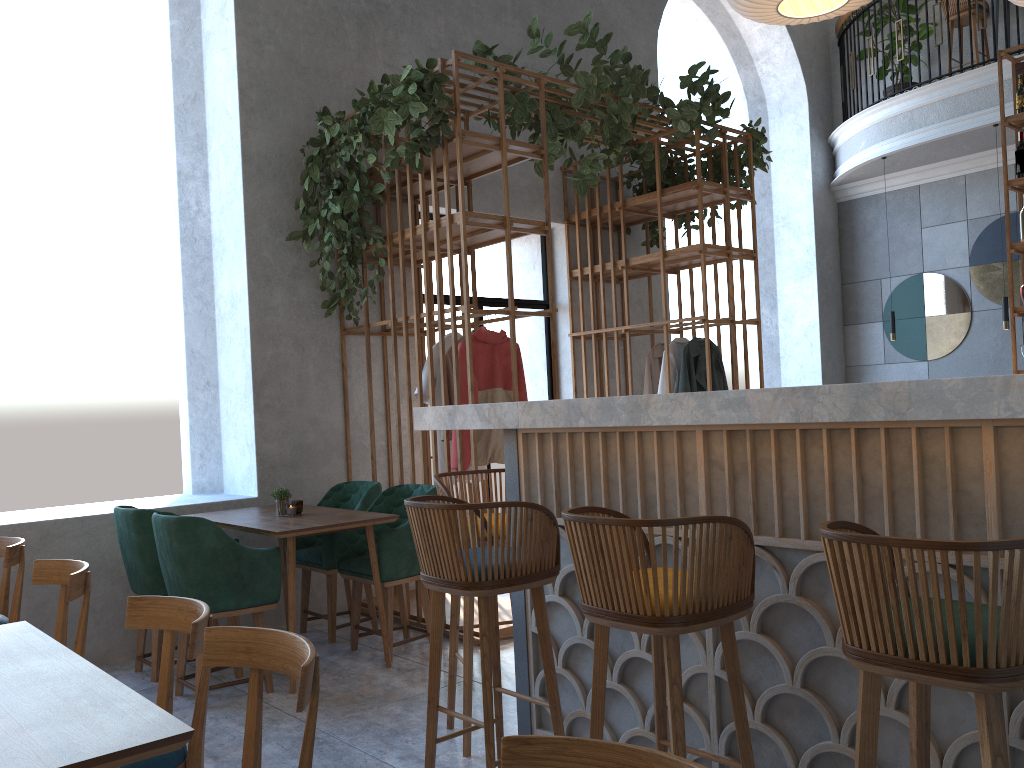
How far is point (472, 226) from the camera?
4.8 meters

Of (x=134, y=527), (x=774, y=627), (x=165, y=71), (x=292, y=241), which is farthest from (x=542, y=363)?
(x=774, y=627)

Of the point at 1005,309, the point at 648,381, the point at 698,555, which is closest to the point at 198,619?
the point at 698,555

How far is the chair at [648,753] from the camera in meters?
1.2

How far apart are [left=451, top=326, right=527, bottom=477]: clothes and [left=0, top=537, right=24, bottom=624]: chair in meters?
2.1 m

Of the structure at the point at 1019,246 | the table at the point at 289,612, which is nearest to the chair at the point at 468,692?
the table at the point at 289,612

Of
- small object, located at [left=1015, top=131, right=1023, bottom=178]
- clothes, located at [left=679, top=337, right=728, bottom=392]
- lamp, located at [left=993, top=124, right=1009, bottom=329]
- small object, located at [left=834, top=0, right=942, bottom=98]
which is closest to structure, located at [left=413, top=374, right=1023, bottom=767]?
clothes, located at [left=679, top=337, right=728, bottom=392]

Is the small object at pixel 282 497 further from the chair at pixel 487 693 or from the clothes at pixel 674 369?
the clothes at pixel 674 369

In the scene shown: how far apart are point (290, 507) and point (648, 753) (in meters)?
3.62

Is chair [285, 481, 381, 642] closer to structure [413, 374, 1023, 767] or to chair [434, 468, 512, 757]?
chair [434, 468, 512, 757]
